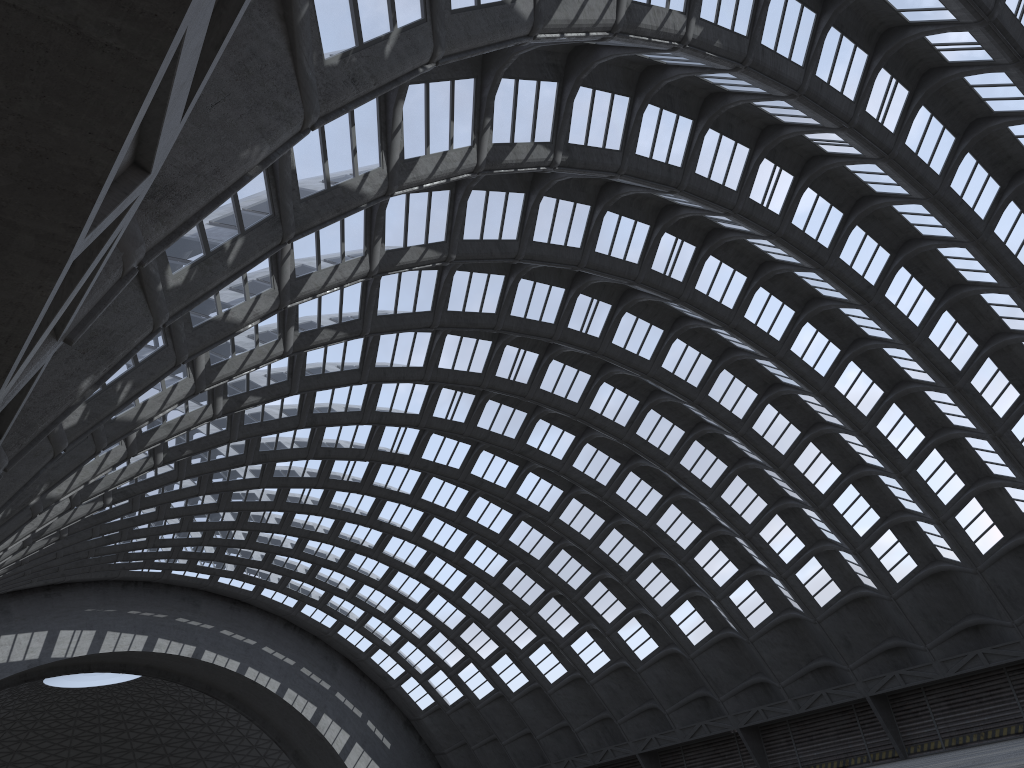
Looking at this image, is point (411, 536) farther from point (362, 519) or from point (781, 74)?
point (781, 74)
